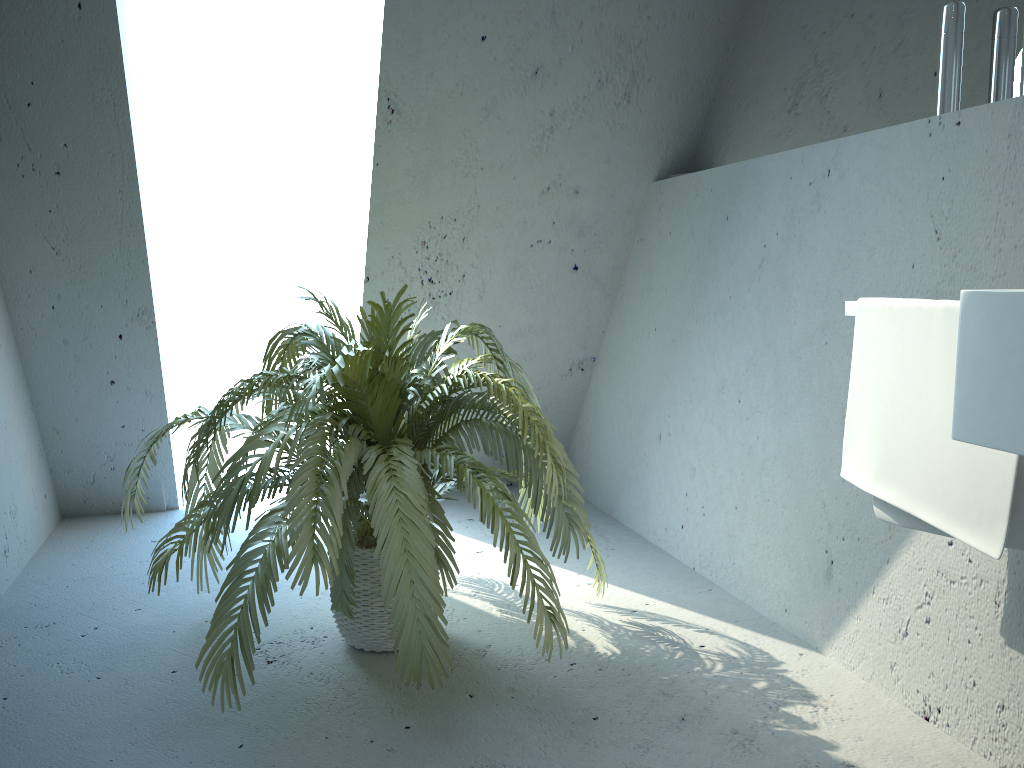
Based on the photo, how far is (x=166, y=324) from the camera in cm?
326

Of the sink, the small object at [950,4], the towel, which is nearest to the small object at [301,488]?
the towel

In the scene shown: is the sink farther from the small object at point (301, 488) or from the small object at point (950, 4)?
the small object at point (301, 488)

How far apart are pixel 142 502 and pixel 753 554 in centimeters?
232cm

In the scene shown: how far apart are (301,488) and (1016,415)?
1.2 meters

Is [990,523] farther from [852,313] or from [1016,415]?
[852,313]

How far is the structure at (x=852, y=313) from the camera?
1.70m

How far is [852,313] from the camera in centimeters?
170cm

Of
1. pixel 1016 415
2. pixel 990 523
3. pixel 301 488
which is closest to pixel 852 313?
pixel 990 523

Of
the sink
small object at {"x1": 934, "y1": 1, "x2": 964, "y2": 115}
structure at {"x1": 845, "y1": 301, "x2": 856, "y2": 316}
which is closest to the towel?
structure at {"x1": 845, "y1": 301, "x2": 856, "y2": 316}
